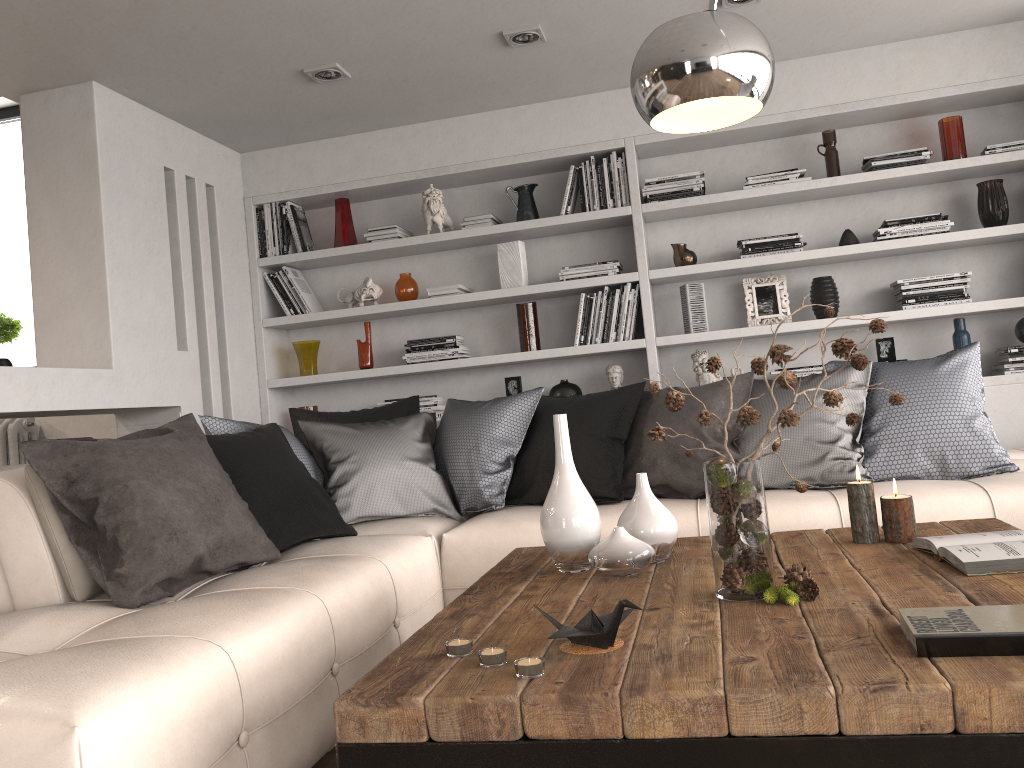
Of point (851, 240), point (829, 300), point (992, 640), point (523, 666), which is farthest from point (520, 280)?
point (992, 640)

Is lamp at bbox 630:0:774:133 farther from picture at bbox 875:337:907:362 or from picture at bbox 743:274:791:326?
picture at bbox 875:337:907:362

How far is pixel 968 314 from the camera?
4.3 meters

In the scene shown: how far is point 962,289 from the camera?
4.2 meters

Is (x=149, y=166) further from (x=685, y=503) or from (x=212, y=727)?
(x=212, y=727)

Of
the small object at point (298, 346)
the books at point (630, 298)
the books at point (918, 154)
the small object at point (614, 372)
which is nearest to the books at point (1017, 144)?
the books at point (918, 154)

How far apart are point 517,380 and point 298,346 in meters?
1.2 m

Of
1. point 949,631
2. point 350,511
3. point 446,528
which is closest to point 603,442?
point 446,528

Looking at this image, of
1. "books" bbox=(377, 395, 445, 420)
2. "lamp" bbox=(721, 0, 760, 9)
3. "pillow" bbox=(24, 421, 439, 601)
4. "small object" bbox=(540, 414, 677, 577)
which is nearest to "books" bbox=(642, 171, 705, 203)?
"lamp" bbox=(721, 0, 760, 9)

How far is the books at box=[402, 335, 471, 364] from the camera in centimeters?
469cm
